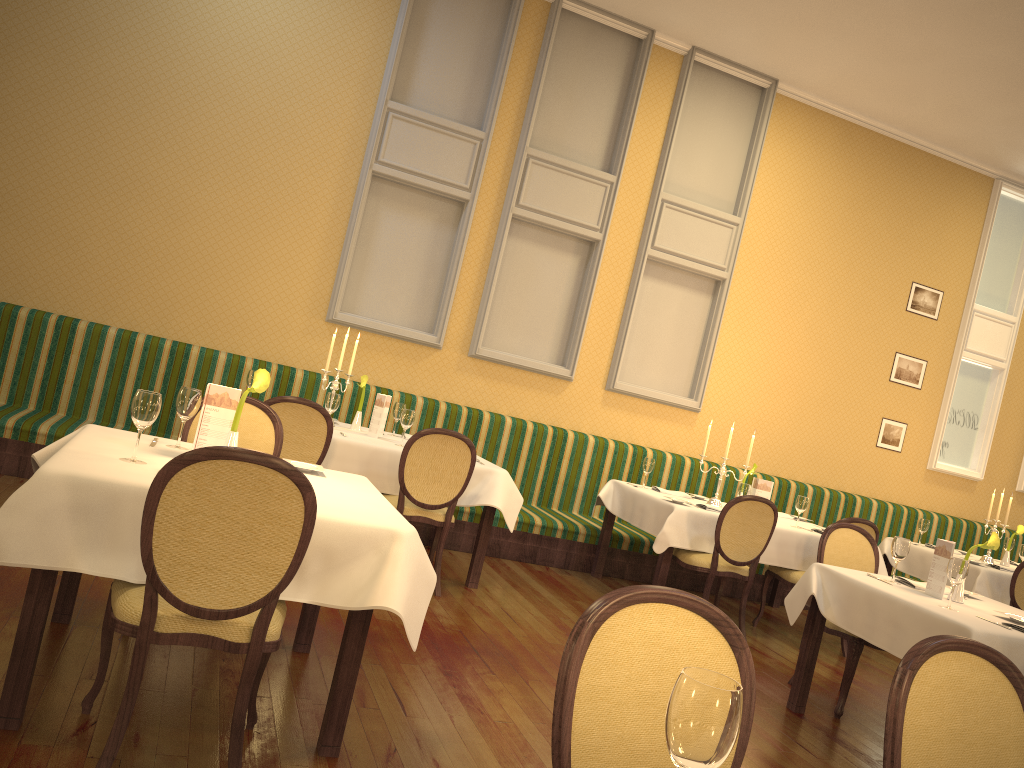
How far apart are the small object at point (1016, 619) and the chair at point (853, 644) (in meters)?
0.73

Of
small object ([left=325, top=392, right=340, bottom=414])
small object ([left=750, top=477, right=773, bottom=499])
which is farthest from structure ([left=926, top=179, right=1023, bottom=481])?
small object ([left=325, top=392, right=340, bottom=414])

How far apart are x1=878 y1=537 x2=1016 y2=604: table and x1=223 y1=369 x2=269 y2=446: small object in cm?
580

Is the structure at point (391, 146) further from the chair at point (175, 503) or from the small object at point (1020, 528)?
the small object at point (1020, 528)

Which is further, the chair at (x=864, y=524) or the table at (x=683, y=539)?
the chair at (x=864, y=524)

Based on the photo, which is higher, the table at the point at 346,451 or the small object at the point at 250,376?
the small object at the point at 250,376

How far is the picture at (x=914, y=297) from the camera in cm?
866

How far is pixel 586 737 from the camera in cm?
162

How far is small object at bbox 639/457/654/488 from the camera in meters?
6.7 m

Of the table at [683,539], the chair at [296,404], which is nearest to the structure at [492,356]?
the table at [683,539]
